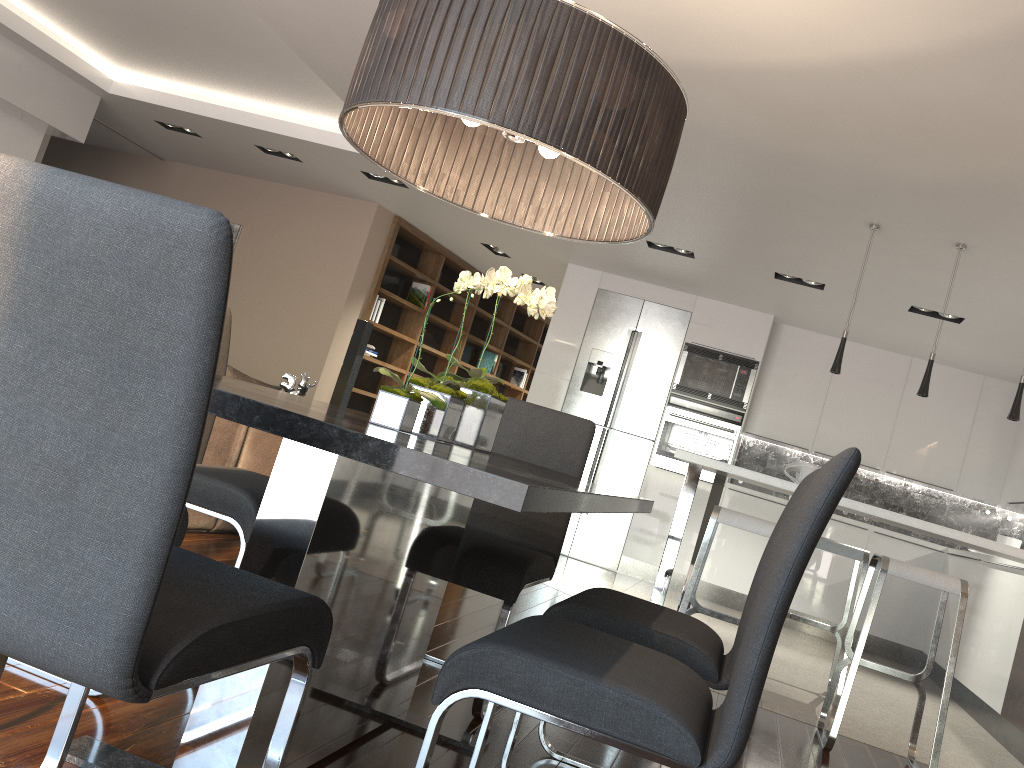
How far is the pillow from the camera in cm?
442

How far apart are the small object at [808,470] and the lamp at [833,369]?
0.6m

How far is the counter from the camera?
3.7m

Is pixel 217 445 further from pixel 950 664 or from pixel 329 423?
pixel 950 664

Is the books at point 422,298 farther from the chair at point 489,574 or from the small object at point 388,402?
the small object at point 388,402

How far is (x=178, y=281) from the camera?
1.0m

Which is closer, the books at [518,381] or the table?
the table

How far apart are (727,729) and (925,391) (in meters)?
3.57

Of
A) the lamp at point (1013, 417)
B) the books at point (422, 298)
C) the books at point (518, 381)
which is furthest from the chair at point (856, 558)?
the books at point (518, 381)

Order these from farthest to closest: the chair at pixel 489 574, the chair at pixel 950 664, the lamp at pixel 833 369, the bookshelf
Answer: the bookshelf < the lamp at pixel 833 369 < the chair at pixel 950 664 < the chair at pixel 489 574
